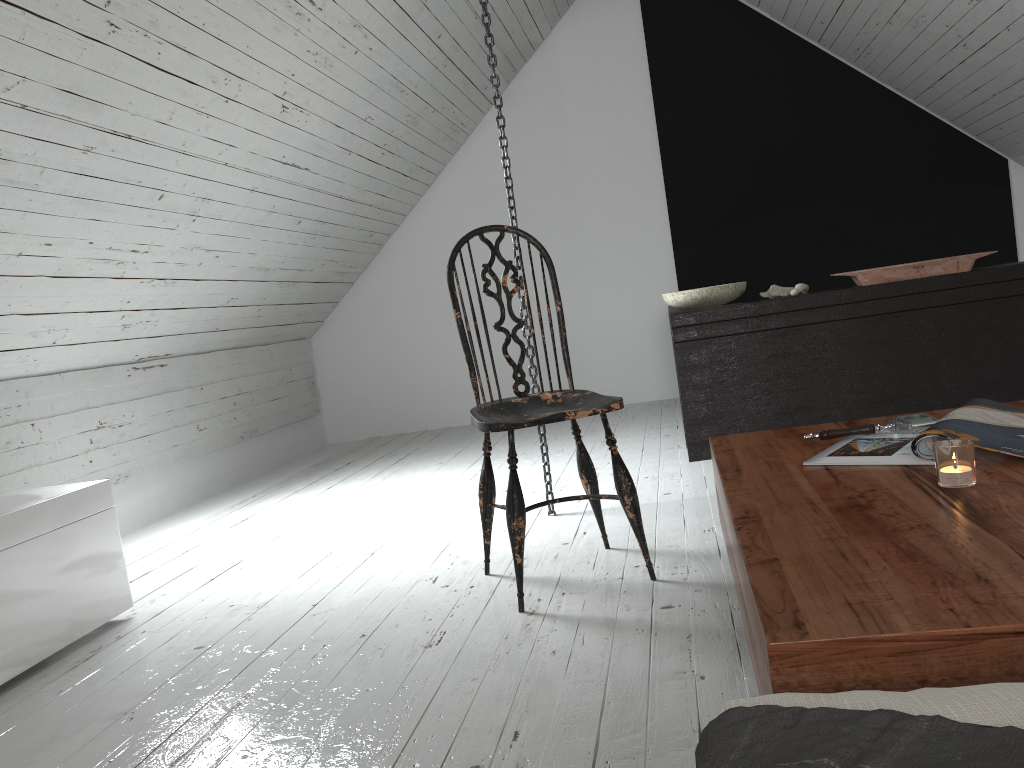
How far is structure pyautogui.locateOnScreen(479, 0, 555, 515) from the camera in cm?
279

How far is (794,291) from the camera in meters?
3.4

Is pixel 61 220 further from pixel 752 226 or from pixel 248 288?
pixel 752 226

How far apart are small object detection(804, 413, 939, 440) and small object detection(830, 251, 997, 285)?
1.82m

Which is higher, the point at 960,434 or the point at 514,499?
the point at 960,434

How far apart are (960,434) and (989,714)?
0.84m

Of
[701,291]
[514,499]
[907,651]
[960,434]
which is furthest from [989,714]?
[701,291]

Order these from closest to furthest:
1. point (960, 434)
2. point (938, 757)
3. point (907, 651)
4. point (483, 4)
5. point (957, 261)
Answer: point (938, 757)
point (907, 651)
point (960, 434)
point (483, 4)
point (957, 261)

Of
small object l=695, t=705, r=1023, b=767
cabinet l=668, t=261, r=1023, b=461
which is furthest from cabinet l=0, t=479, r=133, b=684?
cabinet l=668, t=261, r=1023, b=461

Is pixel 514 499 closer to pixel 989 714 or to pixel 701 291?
pixel 989 714
